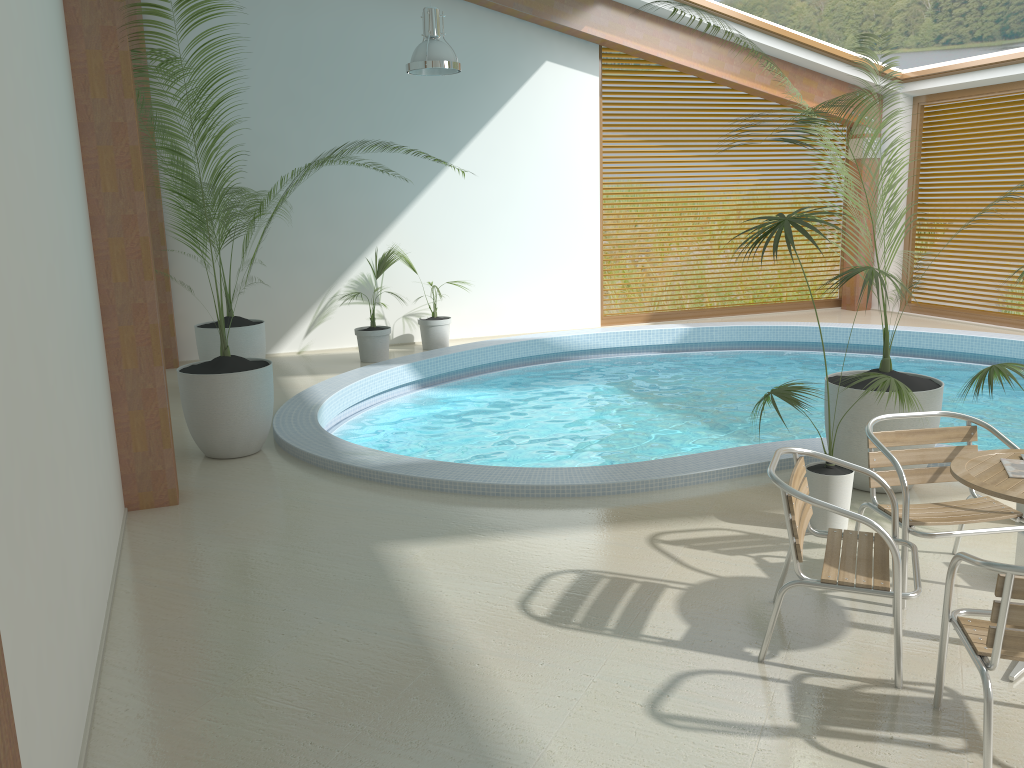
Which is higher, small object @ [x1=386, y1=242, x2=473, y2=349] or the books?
the books

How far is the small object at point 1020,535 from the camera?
4.1 meters

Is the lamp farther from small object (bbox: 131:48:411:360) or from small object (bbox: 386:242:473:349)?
small object (bbox: 386:242:473:349)

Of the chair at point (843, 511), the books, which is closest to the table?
the books

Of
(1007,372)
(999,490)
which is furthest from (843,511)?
(1007,372)

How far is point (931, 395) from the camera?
5.0m

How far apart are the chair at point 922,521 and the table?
0.29m

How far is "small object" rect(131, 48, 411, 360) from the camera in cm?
838

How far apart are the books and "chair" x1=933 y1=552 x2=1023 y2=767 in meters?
0.6

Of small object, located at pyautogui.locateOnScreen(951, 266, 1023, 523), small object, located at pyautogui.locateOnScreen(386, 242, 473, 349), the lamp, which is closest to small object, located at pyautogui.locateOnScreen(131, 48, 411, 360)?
small object, located at pyautogui.locateOnScreen(386, 242, 473, 349)
